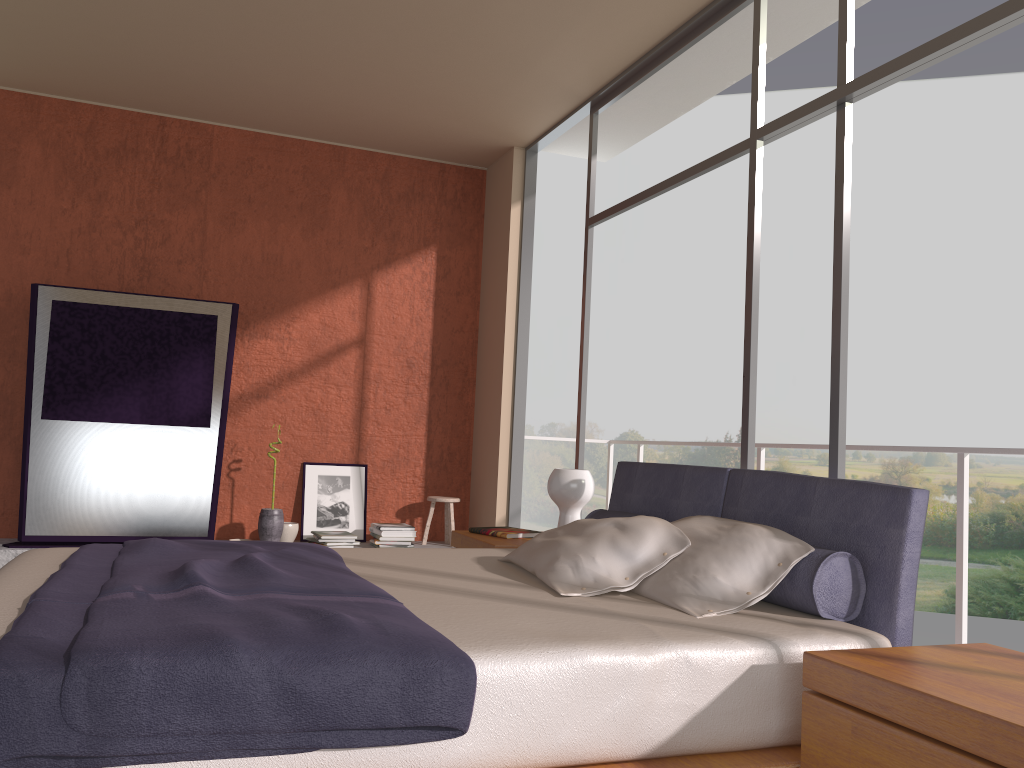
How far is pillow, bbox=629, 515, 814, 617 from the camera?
2.44m

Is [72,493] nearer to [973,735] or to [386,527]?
[386,527]

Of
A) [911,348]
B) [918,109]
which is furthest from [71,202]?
[918,109]

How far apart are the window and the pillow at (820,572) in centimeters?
63cm

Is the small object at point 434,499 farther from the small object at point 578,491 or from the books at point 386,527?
the small object at point 578,491

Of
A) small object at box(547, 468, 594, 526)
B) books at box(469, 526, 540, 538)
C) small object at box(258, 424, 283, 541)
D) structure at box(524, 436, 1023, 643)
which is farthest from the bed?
small object at box(258, 424, 283, 541)

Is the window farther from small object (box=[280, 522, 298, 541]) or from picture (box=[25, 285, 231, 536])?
picture (box=[25, 285, 231, 536])

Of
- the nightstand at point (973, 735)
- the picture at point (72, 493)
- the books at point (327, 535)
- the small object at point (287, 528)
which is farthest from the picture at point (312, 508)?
the nightstand at point (973, 735)

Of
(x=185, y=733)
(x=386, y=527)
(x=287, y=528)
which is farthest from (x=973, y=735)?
(x=287, y=528)

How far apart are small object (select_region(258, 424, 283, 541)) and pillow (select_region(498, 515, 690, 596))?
3.0 meters
